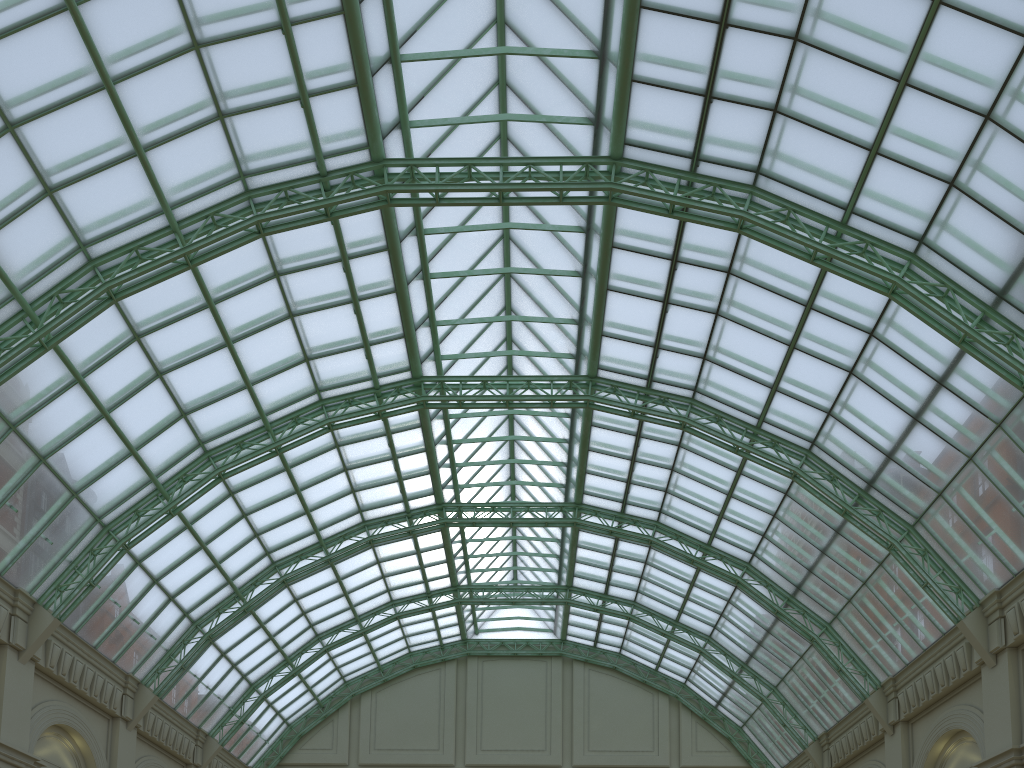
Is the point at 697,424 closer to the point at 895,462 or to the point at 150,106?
the point at 895,462

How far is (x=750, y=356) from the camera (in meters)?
33.47
